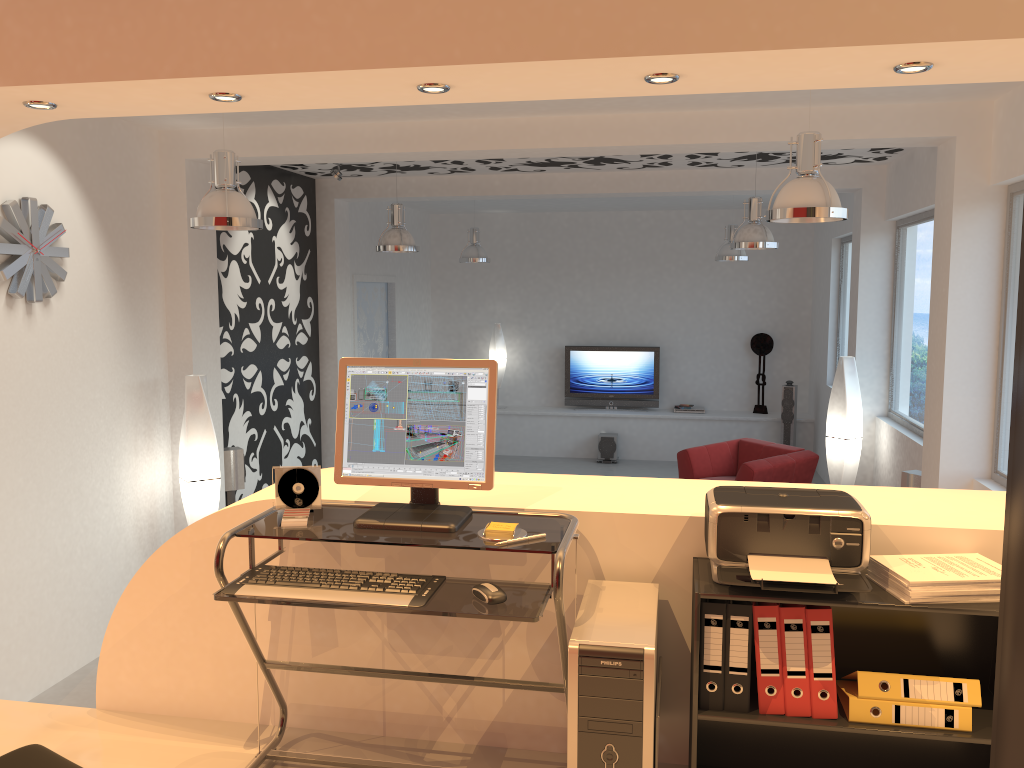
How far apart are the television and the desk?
10.29m

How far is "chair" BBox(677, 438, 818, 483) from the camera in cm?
874

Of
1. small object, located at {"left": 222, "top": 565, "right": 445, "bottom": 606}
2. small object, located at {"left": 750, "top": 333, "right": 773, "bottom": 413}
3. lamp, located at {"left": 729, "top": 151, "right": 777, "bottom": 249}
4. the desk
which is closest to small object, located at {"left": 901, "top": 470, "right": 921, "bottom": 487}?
lamp, located at {"left": 729, "top": 151, "right": 777, "bottom": 249}

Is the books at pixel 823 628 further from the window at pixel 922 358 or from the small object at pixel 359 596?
the window at pixel 922 358

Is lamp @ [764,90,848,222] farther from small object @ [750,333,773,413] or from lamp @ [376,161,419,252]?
small object @ [750,333,773,413]

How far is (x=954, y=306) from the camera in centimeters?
547cm

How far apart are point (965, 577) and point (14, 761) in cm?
211

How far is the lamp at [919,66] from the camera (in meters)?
2.46

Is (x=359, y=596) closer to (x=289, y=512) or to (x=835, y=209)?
(x=289, y=512)

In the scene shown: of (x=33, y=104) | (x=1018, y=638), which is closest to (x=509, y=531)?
(x=1018, y=638)
